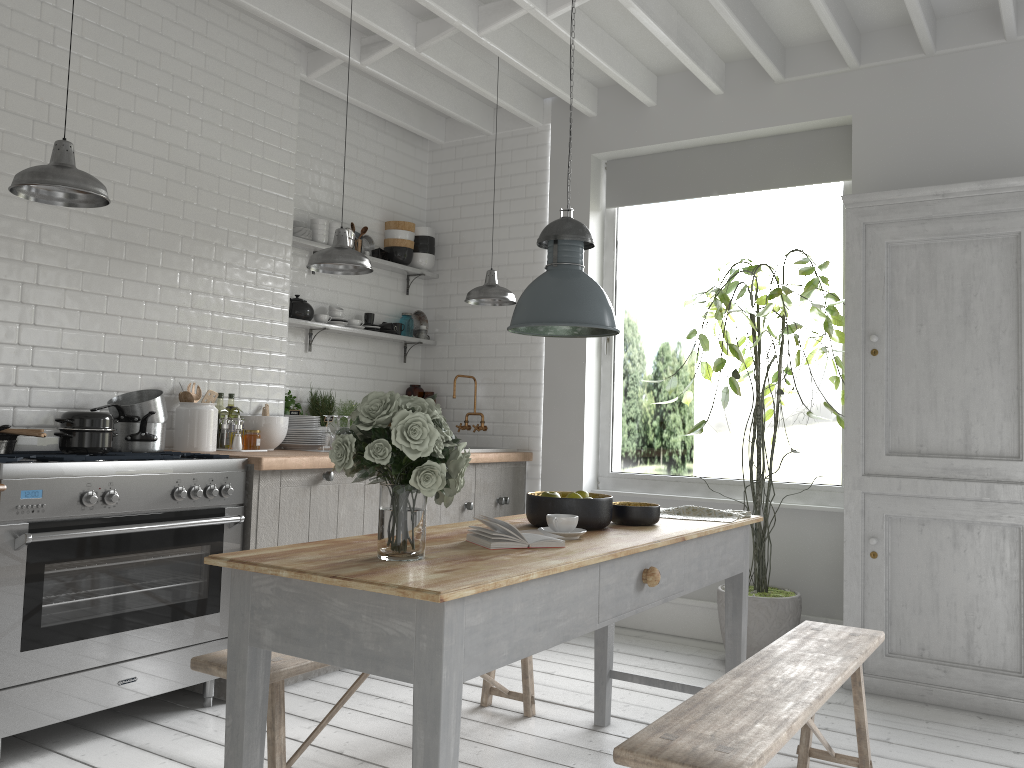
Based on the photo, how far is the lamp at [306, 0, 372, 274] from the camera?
4.9 meters

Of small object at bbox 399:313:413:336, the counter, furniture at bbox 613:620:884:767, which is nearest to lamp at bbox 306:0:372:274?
the counter

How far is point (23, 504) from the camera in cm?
382

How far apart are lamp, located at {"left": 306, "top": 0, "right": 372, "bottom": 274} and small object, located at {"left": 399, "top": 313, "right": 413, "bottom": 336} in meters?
2.3

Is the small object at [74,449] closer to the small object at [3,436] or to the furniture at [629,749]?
the small object at [3,436]

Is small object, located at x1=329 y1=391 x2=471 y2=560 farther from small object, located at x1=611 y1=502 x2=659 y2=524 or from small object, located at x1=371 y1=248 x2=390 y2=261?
small object, located at x1=371 y1=248 x2=390 y2=261

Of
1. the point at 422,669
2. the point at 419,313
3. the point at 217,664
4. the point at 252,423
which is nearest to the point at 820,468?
the point at 419,313

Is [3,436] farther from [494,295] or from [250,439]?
[494,295]

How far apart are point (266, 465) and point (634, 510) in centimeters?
217cm

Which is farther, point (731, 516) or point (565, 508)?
point (731, 516)
